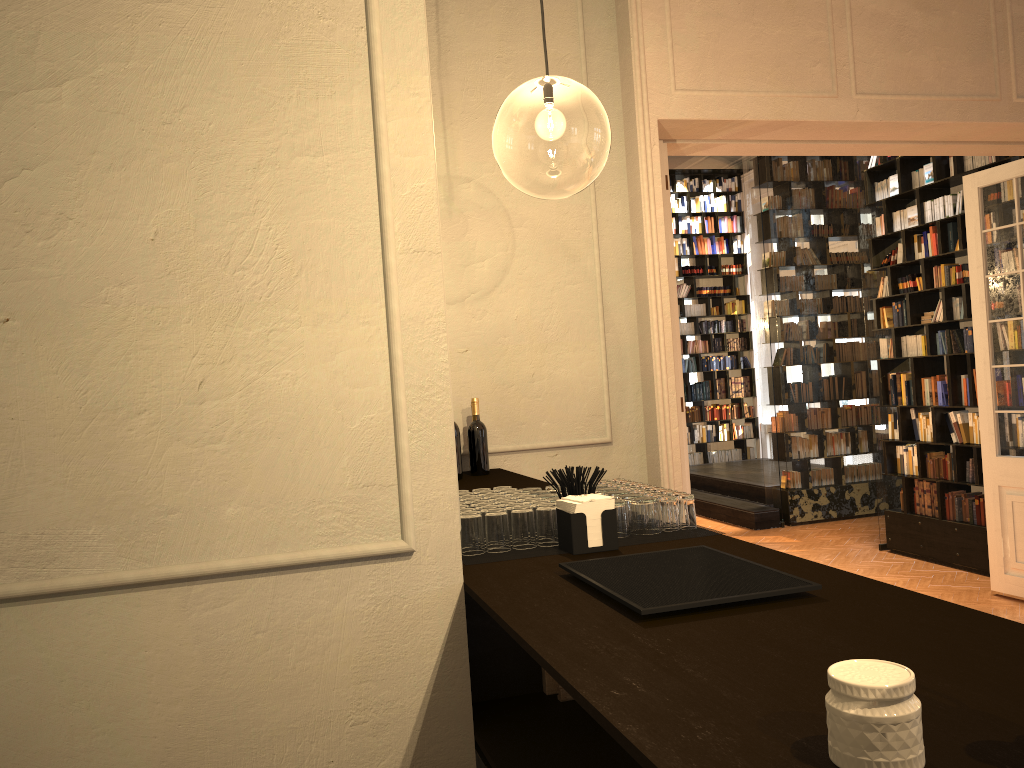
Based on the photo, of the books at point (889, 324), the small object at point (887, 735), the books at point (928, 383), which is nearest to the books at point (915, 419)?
the books at point (928, 383)

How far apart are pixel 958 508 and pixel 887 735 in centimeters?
769cm

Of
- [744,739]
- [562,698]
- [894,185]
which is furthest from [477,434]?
[894,185]

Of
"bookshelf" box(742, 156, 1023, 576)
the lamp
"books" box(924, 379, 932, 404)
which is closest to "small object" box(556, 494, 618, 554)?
the lamp

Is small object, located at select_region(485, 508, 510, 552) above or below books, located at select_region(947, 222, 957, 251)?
below

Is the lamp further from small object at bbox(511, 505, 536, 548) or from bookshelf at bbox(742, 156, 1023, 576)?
small object at bbox(511, 505, 536, 548)

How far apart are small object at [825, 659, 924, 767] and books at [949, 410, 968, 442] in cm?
756

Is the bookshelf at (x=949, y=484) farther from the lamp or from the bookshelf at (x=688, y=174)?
the bookshelf at (x=688, y=174)

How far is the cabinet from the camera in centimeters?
103cm

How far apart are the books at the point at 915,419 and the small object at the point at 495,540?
7.0 meters
